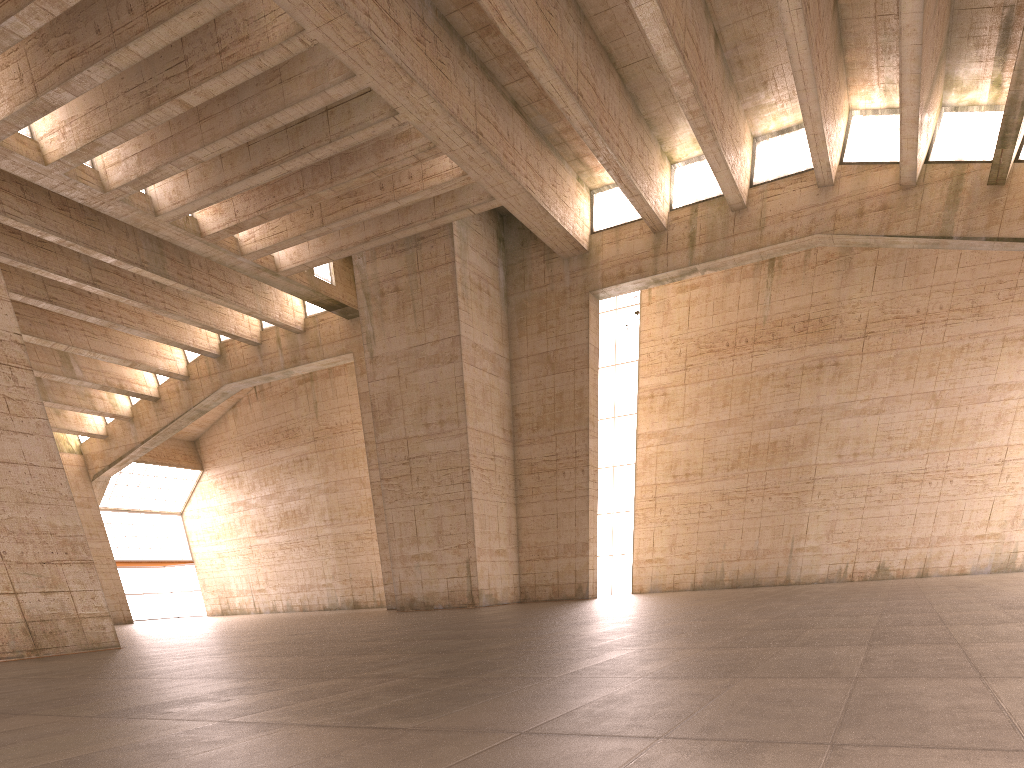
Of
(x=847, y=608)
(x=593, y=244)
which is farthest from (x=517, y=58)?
(x=847, y=608)

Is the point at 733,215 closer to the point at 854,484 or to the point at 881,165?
the point at 881,165
